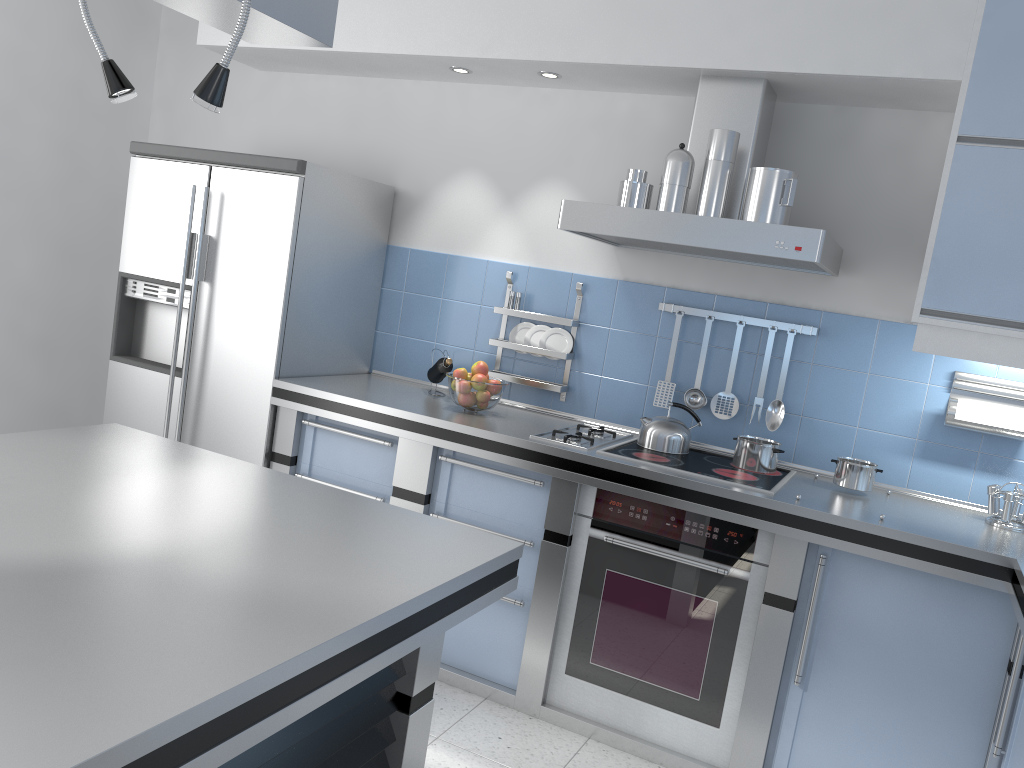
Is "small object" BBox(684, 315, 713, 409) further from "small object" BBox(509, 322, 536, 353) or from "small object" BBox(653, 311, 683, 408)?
"small object" BBox(509, 322, 536, 353)

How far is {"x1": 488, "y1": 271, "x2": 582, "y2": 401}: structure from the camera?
3.6 meters

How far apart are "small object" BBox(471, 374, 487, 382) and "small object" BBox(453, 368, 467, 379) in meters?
0.0

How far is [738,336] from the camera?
3.4m

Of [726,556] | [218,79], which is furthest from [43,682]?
[726,556]

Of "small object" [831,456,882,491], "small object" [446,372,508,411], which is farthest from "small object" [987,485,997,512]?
"small object" [446,372,508,411]

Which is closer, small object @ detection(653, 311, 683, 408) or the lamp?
the lamp

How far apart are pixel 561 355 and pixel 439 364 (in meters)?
0.51

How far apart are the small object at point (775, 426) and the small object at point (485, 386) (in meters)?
1.01

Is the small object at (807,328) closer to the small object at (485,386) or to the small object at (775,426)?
the small object at (775,426)
